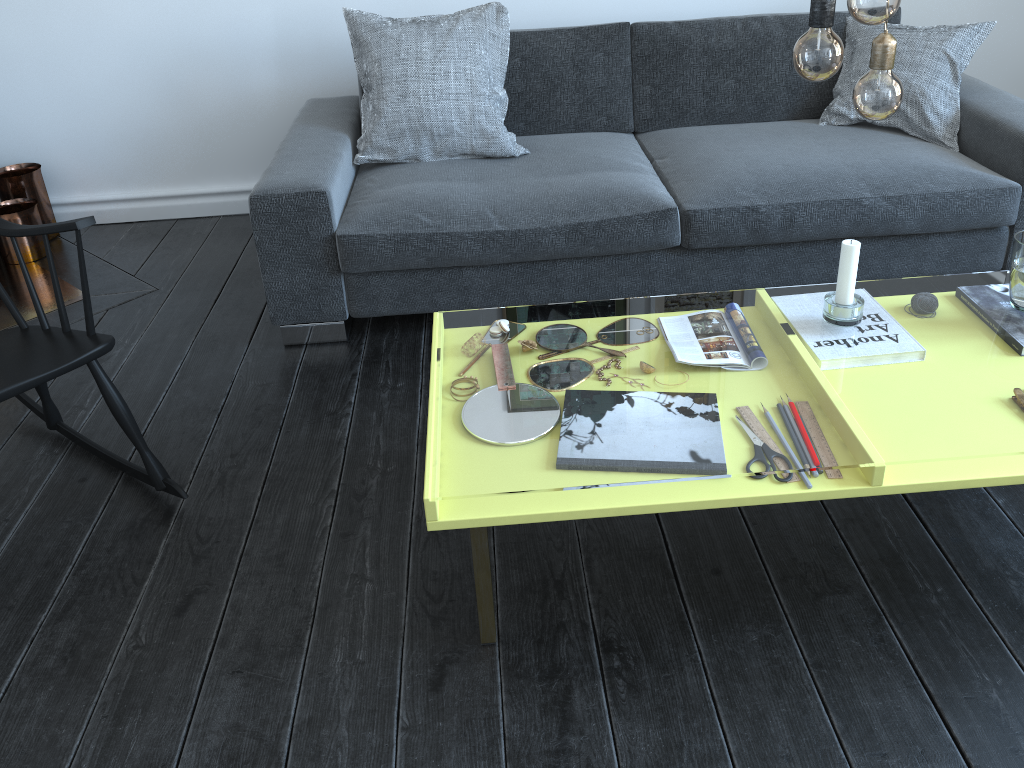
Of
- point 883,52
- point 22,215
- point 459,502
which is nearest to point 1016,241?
point 883,52

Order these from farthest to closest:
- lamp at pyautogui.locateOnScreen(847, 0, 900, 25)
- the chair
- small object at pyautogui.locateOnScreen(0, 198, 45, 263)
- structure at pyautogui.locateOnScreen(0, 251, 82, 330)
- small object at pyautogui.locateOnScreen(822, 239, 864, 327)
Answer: small object at pyautogui.locateOnScreen(0, 198, 45, 263) → structure at pyautogui.locateOnScreen(0, 251, 82, 330) → the chair → small object at pyautogui.locateOnScreen(822, 239, 864, 327) → lamp at pyautogui.locateOnScreen(847, 0, 900, 25)

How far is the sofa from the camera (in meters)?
2.40

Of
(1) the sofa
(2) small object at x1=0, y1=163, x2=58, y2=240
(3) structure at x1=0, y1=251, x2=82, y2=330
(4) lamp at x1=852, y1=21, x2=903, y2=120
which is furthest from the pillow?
(4) lamp at x1=852, y1=21, x2=903, y2=120

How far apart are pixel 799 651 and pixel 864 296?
11.0 meters

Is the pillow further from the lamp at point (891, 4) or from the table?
the lamp at point (891, 4)

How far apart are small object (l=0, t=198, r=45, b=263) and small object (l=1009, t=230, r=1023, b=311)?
3.08m

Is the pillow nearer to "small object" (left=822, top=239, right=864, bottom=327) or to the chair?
the chair

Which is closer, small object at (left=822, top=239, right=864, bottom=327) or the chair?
small object at (left=822, top=239, right=864, bottom=327)

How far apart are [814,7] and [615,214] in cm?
116
